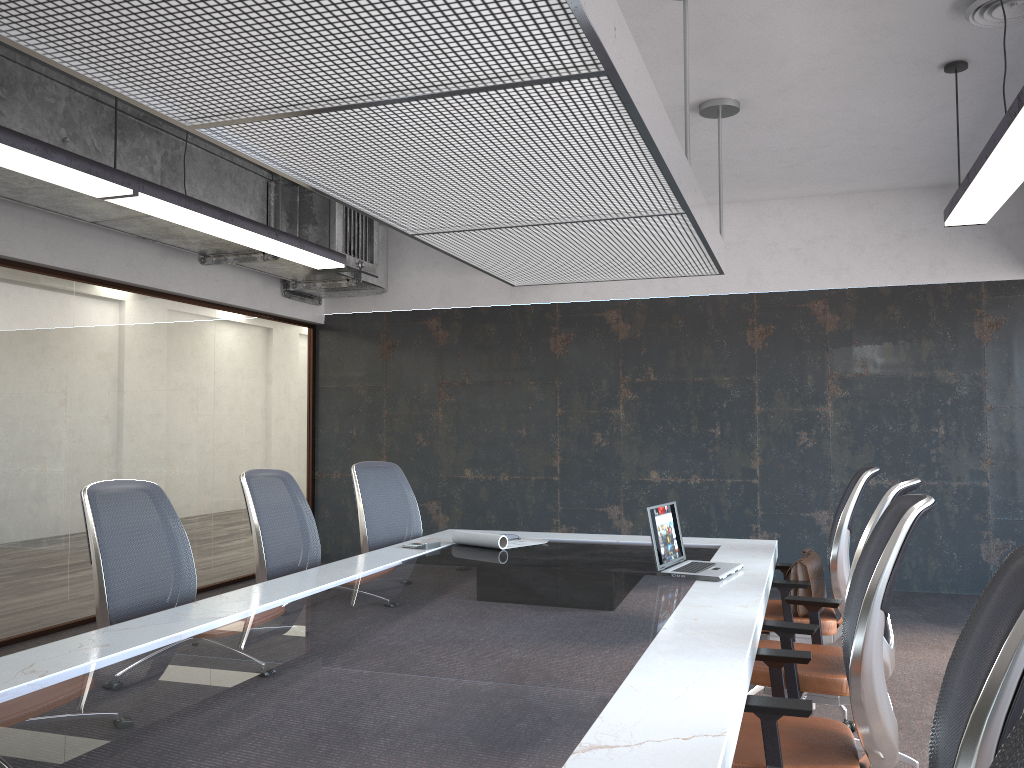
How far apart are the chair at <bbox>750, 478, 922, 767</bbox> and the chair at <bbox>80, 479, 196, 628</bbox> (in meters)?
2.18

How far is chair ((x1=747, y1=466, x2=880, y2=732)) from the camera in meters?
4.1 m

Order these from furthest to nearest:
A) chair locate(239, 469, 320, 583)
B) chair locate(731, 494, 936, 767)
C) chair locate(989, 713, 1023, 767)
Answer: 1. chair locate(239, 469, 320, 583)
2. chair locate(731, 494, 936, 767)
3. chair locate(989, 713, 1023, 767)

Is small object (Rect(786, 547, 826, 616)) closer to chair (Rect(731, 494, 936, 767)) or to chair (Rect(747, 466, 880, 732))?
chair (Rect(747, 466, 880, 732))

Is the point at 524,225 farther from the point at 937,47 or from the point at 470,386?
the point at 470,386

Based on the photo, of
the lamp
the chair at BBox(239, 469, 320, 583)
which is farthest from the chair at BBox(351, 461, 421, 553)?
the lamp

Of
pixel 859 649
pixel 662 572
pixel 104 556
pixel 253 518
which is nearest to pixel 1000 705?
pixel 859 649

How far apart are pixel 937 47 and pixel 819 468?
3.8 meters

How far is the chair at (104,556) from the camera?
3.1m

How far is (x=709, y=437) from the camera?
7.9m
